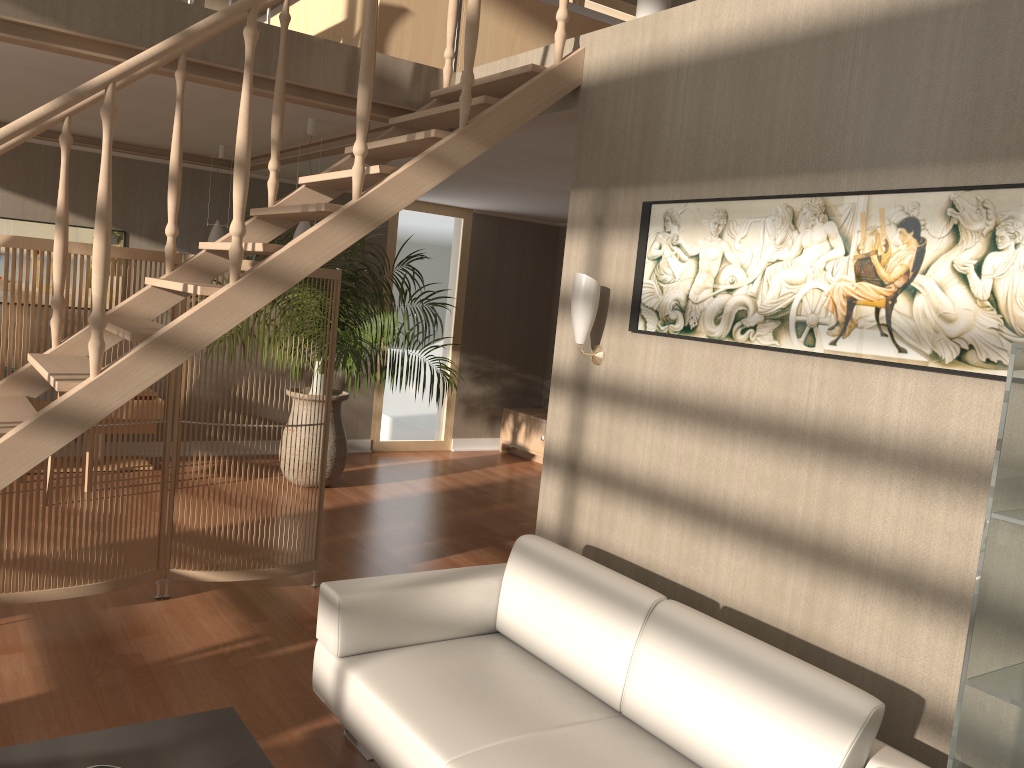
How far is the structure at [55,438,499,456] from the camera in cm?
833

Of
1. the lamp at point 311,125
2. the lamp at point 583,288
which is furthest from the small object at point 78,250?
the lamp at point 583,288

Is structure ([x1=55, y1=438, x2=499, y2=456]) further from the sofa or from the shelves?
the shelves

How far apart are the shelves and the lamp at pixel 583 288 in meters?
1.9 m

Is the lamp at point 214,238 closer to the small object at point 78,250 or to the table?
the small object at point 78,250

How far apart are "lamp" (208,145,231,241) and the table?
4.55m

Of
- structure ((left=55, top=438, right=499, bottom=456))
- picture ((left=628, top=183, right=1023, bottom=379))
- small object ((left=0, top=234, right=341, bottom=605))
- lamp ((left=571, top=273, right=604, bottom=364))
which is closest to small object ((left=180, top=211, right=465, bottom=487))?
structure ((left=55, top=438, right=499, bottom=456))

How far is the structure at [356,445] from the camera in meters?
8.3

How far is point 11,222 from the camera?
6.53m

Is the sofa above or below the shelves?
below
